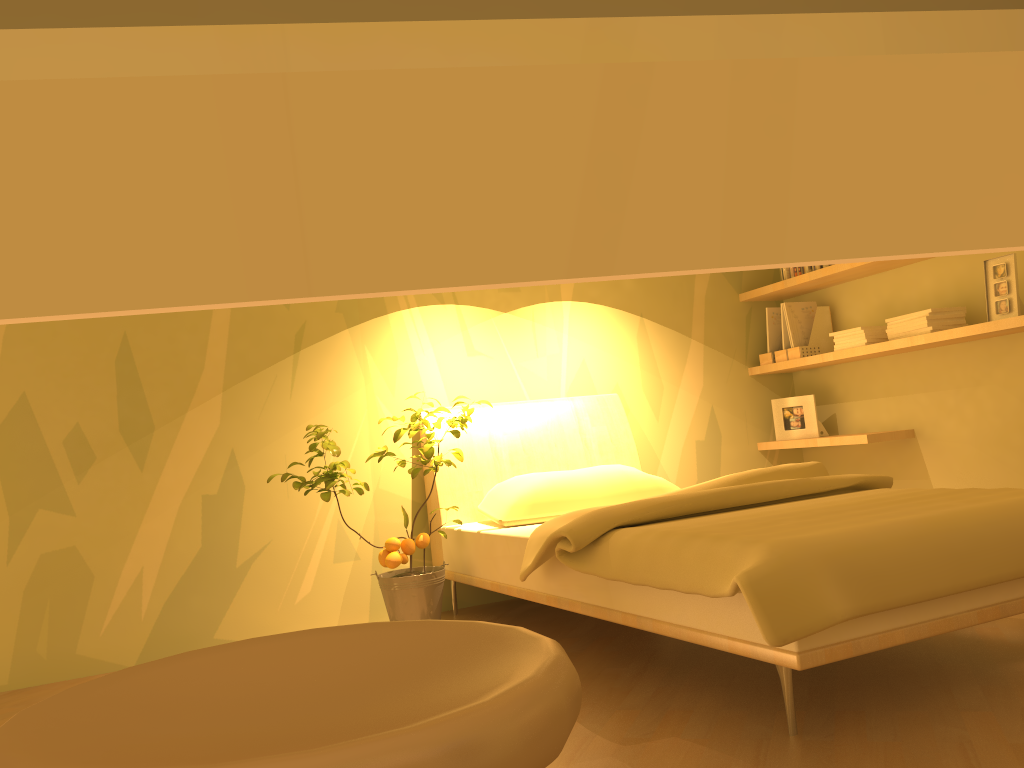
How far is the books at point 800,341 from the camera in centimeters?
449cm

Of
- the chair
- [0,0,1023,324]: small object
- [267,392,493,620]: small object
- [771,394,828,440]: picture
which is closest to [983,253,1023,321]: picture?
[771,394,828,440]: picture

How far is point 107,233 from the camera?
0.1m

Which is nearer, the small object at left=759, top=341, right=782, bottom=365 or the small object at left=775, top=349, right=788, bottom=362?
the small object at left=775, top=349, right=788, bottom=362

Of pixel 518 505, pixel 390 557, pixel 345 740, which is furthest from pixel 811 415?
pixel 345 740

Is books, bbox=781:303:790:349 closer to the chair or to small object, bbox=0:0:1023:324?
the chair

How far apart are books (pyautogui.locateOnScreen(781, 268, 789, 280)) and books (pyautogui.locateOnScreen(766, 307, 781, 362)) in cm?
20

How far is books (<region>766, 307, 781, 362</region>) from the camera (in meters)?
4.64

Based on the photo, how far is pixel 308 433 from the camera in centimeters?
323cm

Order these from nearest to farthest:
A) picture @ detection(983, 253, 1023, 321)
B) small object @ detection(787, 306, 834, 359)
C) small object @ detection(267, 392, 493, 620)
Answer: small object @ detection(267, 392, 493, 620) → picture @ detection(983, 253, 1023, 321) → small object @ detection(787, 306, 834, 359)
